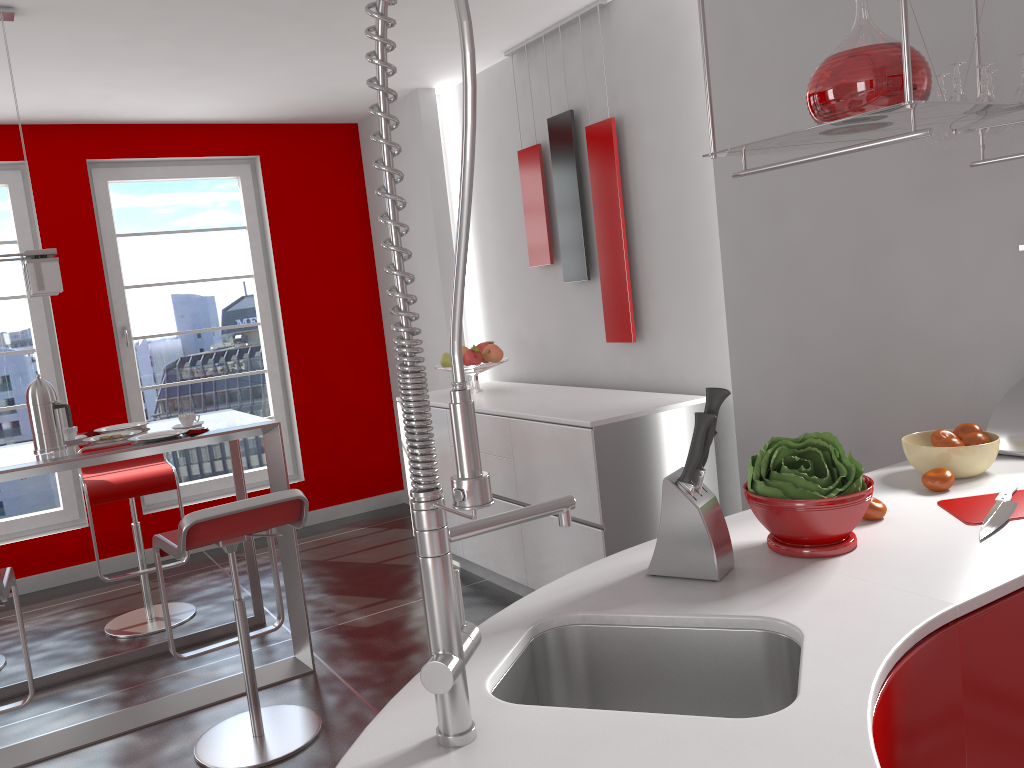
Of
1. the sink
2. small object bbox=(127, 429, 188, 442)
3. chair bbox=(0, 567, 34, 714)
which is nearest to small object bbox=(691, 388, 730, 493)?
the sink

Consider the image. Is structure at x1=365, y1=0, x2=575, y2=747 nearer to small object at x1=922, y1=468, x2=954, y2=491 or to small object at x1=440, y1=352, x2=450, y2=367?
small object at x1=922, y1=468, x2=954, y2=491

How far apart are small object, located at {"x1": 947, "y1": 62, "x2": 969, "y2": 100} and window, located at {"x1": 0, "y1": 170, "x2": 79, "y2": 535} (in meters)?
4.88

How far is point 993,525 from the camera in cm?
162

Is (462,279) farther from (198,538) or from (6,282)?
(6,282)

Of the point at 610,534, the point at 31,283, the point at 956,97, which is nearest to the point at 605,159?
the point at 610,534

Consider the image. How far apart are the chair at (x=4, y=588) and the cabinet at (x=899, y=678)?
2.3 meters

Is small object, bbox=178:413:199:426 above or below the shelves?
below

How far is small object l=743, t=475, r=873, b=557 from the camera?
1.5m

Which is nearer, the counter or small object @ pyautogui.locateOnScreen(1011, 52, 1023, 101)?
the counter
